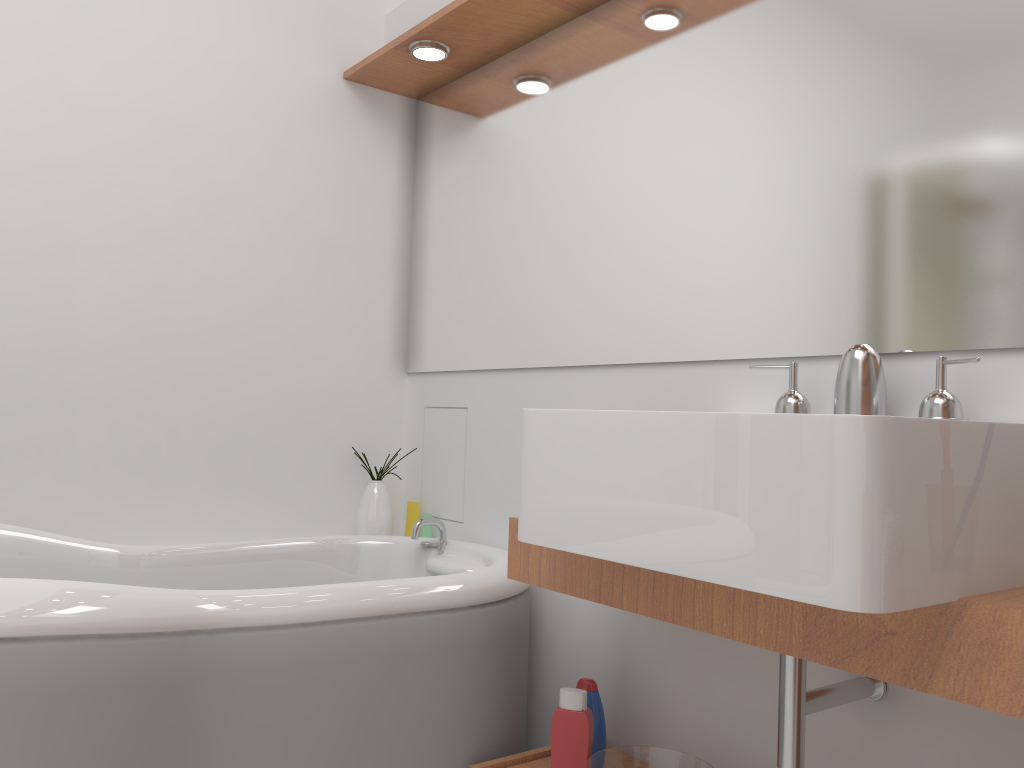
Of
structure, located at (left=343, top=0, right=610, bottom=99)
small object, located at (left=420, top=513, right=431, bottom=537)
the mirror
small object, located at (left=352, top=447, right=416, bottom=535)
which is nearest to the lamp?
structure, located at (left=343, top=0, right=610, bottom=99)

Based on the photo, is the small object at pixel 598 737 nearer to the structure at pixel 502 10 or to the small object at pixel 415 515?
the small object at pixel 415 515

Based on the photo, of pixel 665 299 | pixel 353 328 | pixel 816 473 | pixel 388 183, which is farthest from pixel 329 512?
pixel 816 473

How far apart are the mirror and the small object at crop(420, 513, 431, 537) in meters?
0.5

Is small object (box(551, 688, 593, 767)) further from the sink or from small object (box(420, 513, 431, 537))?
small object (box(420, 513, 431, 537))

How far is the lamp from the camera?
2.41m

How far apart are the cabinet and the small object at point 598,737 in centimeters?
11cm

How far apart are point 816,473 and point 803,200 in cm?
83

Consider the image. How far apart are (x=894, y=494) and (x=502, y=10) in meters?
1.7 m

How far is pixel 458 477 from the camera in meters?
2.6
